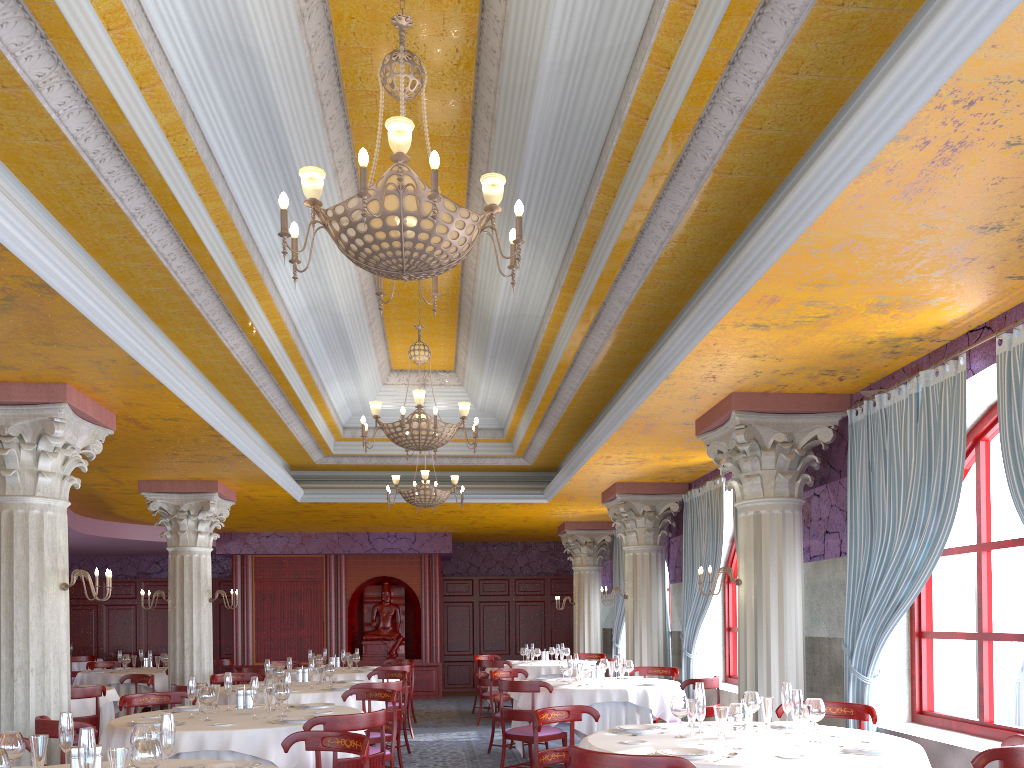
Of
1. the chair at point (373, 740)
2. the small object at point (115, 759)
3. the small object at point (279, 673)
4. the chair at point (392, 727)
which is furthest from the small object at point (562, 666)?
the small object at point (115, 759)

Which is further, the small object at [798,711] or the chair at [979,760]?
the small object at [798,711]

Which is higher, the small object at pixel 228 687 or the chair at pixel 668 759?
the small object at pixel 228 687

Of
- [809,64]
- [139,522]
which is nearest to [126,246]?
[809,64]

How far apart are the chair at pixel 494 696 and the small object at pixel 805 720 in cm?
614

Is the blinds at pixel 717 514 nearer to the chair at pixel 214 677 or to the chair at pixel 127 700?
the chair at pixel 214 677

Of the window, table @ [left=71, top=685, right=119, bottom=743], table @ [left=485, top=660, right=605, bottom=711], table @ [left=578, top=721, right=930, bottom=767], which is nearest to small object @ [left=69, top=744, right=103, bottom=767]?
table @ [left=578, top=721, right=930, bottom=767]

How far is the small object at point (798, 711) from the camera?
4.7m

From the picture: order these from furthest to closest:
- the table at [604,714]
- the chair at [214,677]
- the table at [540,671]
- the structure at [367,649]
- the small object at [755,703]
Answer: the structure at [367,649] → the table at [540,671] → the chair at [214,677] → the table at [604,714] → the small object at [755,703]

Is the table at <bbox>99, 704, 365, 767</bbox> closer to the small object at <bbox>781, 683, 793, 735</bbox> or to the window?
the small object at <bbox>781, 683, 793, 735</bbox>
